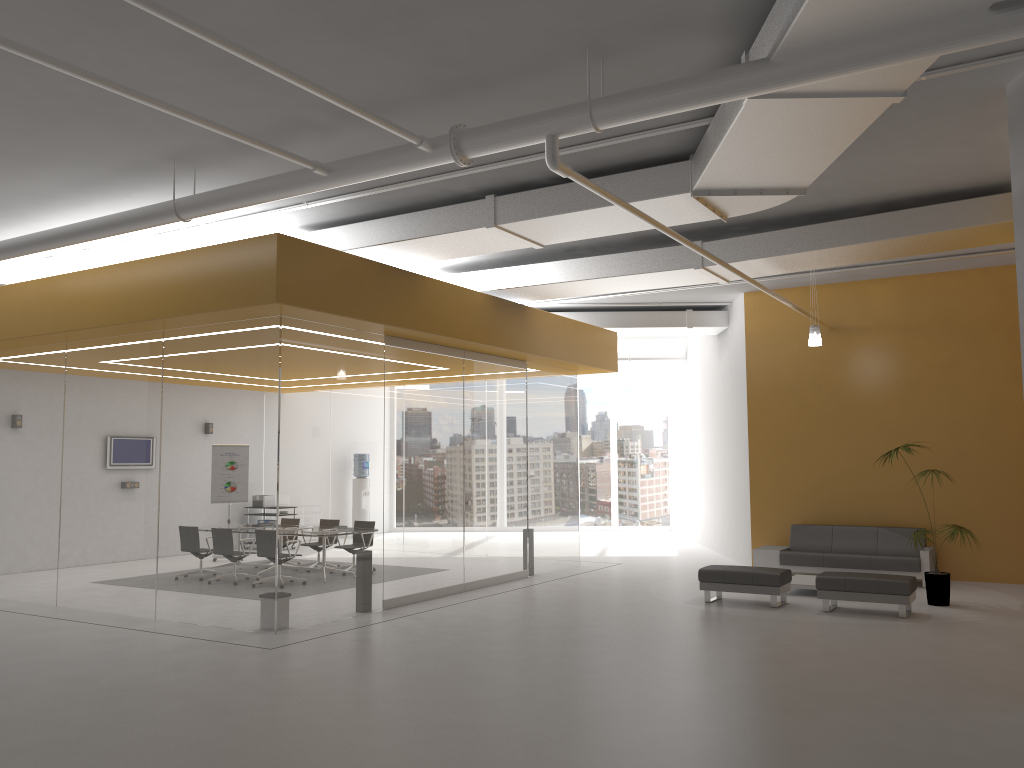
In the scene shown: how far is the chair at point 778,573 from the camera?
10.47m

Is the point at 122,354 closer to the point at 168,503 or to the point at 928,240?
the point at 168,503

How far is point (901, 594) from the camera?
9.7m

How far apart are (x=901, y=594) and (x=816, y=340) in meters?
3.6

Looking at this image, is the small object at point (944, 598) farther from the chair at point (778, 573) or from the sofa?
the chair at point (778, 573)

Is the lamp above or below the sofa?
above

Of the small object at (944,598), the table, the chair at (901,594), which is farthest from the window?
the chair at (901,594)

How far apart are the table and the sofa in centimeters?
80cm

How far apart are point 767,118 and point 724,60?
0.5 meters

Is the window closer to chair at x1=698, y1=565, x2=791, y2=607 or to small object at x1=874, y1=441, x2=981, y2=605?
chair at x1=698, y1=565, x2=791, y2=607
